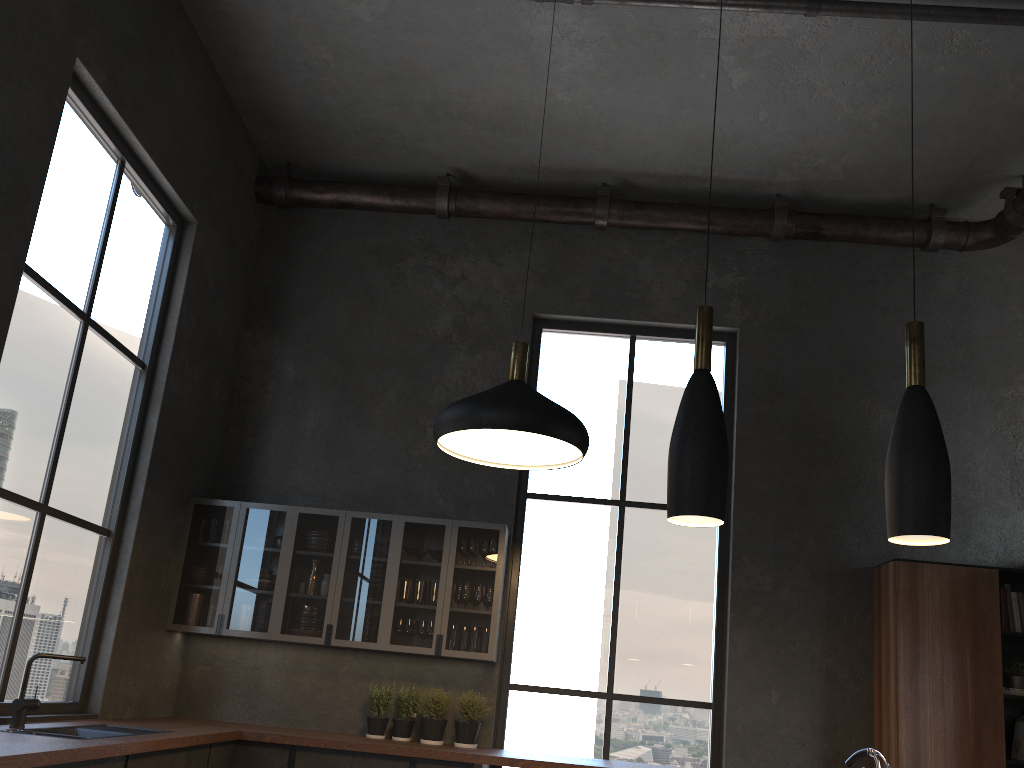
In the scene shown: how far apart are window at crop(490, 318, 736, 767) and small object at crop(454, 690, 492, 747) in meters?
0.2 m

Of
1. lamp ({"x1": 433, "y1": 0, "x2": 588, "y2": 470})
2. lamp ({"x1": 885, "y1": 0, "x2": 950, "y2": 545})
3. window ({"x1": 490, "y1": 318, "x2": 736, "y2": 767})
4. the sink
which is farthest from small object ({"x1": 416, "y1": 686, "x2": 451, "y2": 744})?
lamp ({"x1": 885, "y1": 0, "x2": 950, "y2": 545})

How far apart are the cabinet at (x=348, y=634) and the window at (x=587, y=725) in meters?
0.4 m

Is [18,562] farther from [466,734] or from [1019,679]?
[1019,679]

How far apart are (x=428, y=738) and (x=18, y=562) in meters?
2.5

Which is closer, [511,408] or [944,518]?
[944,518]

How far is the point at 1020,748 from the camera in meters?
5.2 m

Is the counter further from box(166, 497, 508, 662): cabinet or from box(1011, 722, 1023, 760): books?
box(1011, 722, 1023, 760): books

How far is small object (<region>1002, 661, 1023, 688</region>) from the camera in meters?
5.3

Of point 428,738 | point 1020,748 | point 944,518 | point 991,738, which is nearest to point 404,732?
point 428,738
